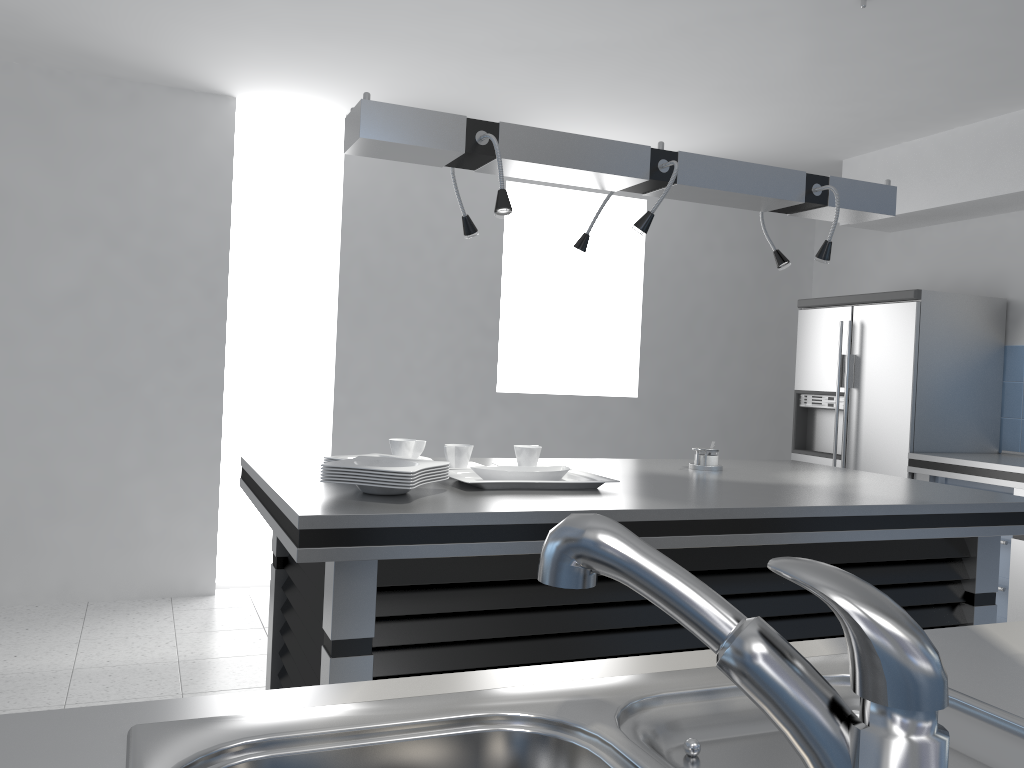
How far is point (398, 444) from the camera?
2.9 meters

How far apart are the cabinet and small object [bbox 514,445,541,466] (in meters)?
2.61

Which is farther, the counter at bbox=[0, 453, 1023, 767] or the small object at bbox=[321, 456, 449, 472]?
the small object at bbox=[321, 456, 449, 472]

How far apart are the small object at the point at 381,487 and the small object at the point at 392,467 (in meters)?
0.05

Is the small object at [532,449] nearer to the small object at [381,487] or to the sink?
the small object at [381,487]

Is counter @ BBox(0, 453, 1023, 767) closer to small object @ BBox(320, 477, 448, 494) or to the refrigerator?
the refrigerator

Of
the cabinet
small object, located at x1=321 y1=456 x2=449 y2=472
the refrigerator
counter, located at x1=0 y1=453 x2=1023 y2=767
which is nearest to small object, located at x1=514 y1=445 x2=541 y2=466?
small object, located at x1=321 y1=456 x2=449 y2=472

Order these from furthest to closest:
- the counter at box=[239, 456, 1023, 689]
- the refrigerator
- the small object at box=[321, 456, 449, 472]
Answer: the refrigerator
the small object at box=[321, 456, 449, 472]
the counter at box=[239, 456, 1023, 689]

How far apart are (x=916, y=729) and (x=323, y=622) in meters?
1.8 m

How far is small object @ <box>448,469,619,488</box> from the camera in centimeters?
240cm
